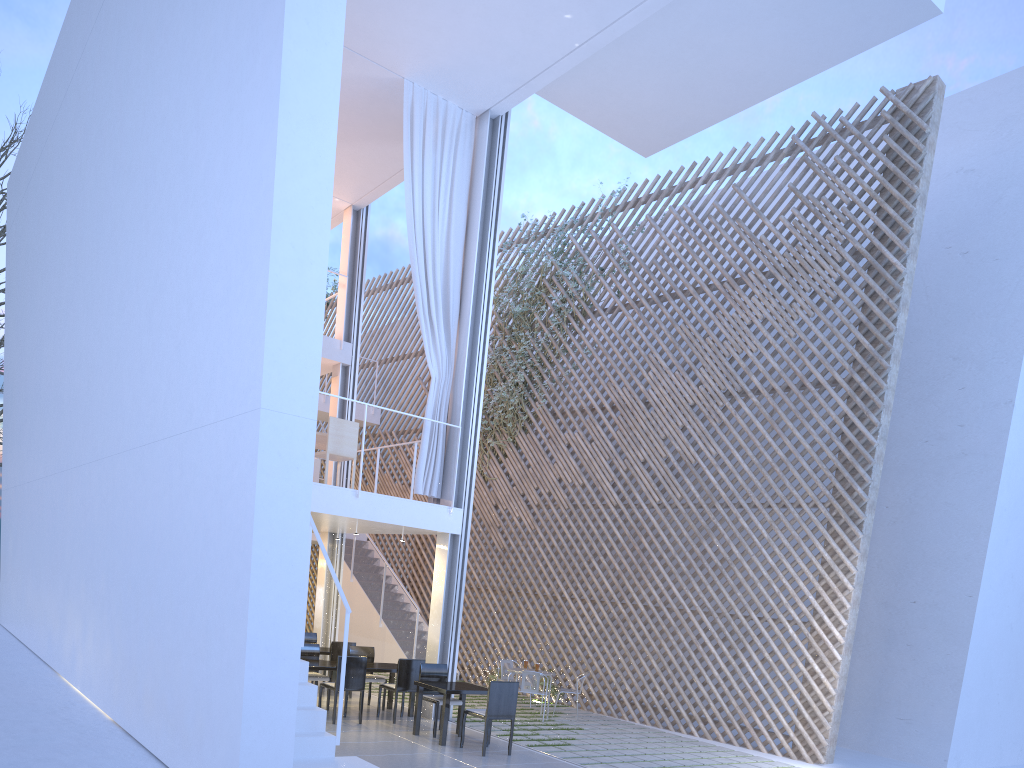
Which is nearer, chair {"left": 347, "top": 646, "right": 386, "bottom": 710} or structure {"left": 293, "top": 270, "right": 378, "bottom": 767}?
structure {"left": 293, "top": 270, "right": 378, "bottom": 767}

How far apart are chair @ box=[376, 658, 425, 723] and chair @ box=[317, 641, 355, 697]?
0.9 meters

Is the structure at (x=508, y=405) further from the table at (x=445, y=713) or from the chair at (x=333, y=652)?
the table at (x=445, y=713)

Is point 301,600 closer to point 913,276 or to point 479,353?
point 479,353

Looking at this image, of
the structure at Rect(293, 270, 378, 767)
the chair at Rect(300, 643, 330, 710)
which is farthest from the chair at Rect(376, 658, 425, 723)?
the structure at Rect(293, 270, 378, 767)

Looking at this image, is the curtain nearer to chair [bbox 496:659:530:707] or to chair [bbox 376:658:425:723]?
chair [bbox 376:658:425:723]

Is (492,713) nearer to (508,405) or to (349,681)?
(349,681)

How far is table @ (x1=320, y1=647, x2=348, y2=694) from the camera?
5.8m

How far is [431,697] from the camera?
4.6m

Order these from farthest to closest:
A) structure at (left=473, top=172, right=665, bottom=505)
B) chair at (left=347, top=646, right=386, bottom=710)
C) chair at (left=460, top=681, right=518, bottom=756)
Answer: structure at (left=473, top=172, right=665, bottom=505), chair at (left=347, top=646, right=386, bottom=710), chair at (left=460, top=681, right=518, bottom=756)
